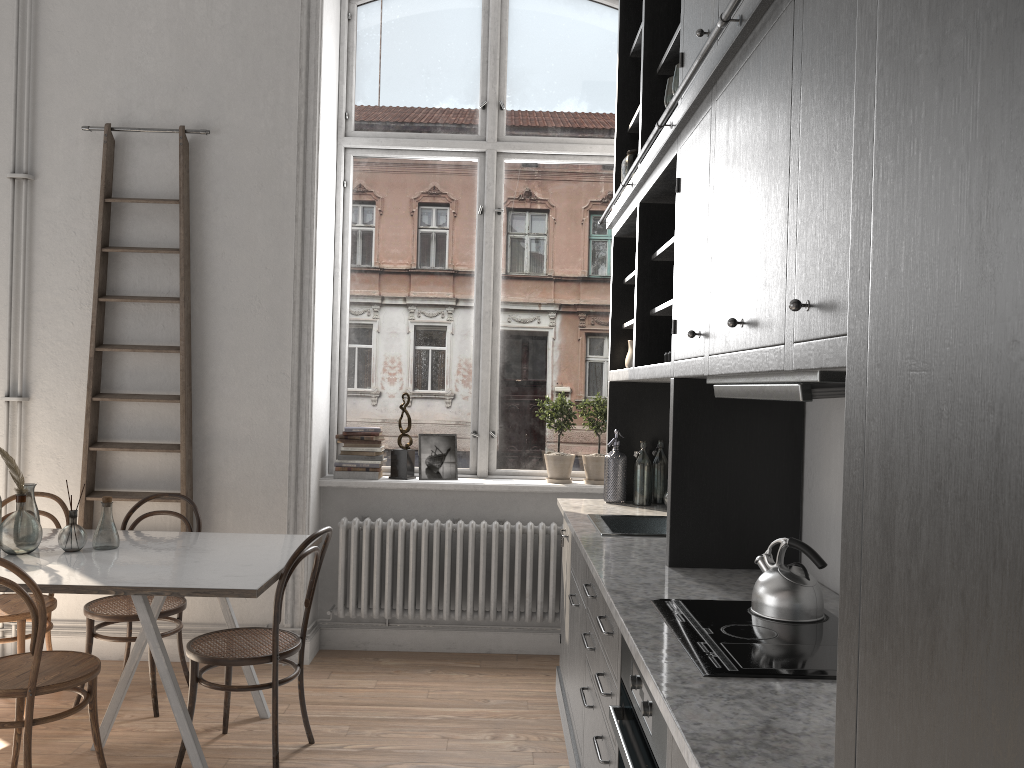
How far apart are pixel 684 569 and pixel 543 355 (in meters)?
2.64

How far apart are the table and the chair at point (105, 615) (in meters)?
0.26

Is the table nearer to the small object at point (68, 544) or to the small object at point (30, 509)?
the small object at point (68, 544)

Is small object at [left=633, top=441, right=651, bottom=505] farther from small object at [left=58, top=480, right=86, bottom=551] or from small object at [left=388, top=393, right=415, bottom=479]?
small object at [left=58, top=480, right=86, bottom=551]

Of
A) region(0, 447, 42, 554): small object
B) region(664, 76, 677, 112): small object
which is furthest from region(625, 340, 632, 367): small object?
region(0, 447, 42, 554): small object

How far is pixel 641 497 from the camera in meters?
4.1

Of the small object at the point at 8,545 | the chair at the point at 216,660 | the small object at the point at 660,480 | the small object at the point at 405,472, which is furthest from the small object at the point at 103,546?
the small object at the point at 660,480

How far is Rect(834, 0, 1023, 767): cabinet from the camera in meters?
0.6

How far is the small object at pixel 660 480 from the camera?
4.20m

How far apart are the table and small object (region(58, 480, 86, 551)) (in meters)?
0.02
